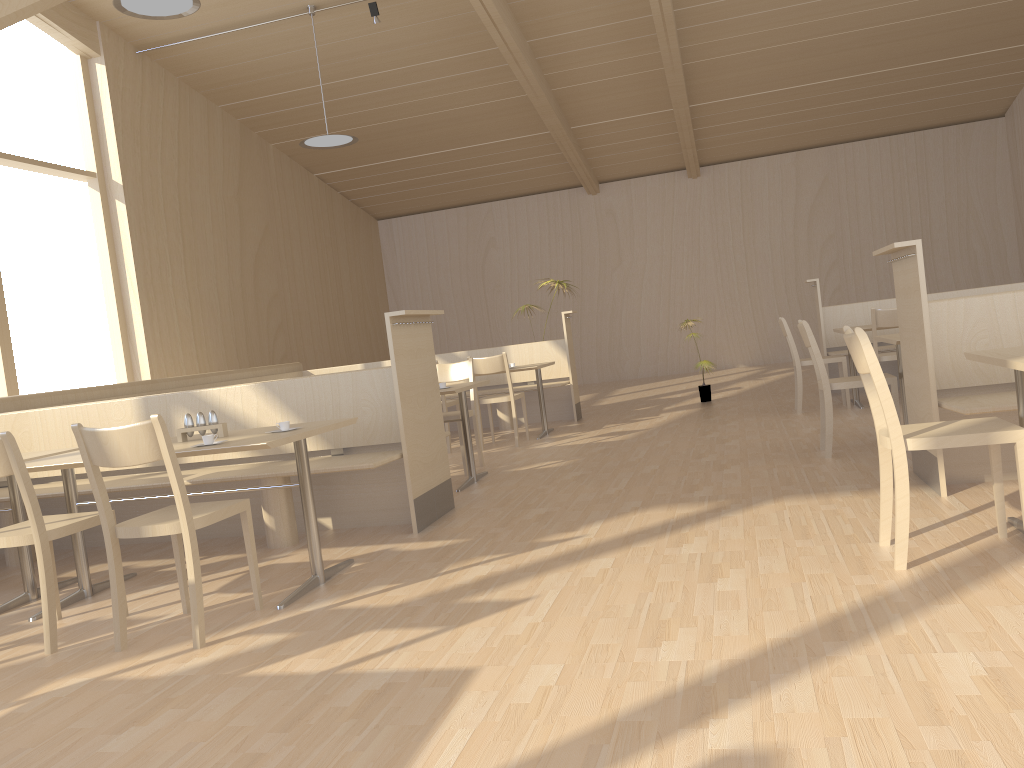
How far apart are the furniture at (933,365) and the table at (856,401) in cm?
281

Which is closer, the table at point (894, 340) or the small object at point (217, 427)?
the small object at point (217, 427)

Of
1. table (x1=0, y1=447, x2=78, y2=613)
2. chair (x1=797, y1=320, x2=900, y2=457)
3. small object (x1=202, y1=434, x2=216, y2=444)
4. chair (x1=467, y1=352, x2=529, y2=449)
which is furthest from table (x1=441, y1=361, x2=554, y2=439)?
small object (x1=202, y1=434, x2=216, y2=444)

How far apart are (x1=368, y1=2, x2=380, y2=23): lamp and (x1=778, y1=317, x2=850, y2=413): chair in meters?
4.9 m

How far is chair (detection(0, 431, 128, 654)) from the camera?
3.0 meters

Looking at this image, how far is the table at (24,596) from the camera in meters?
3.9 m

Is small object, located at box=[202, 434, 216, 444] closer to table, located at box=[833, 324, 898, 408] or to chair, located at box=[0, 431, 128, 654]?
chair, located at box=[0, 431, 128, 654]

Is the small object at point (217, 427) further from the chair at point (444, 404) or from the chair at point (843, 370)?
the chair at point (843, 370)

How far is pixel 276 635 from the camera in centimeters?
298cm

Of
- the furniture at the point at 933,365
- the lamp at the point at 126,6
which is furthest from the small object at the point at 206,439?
the lamp at the point at 126,6
